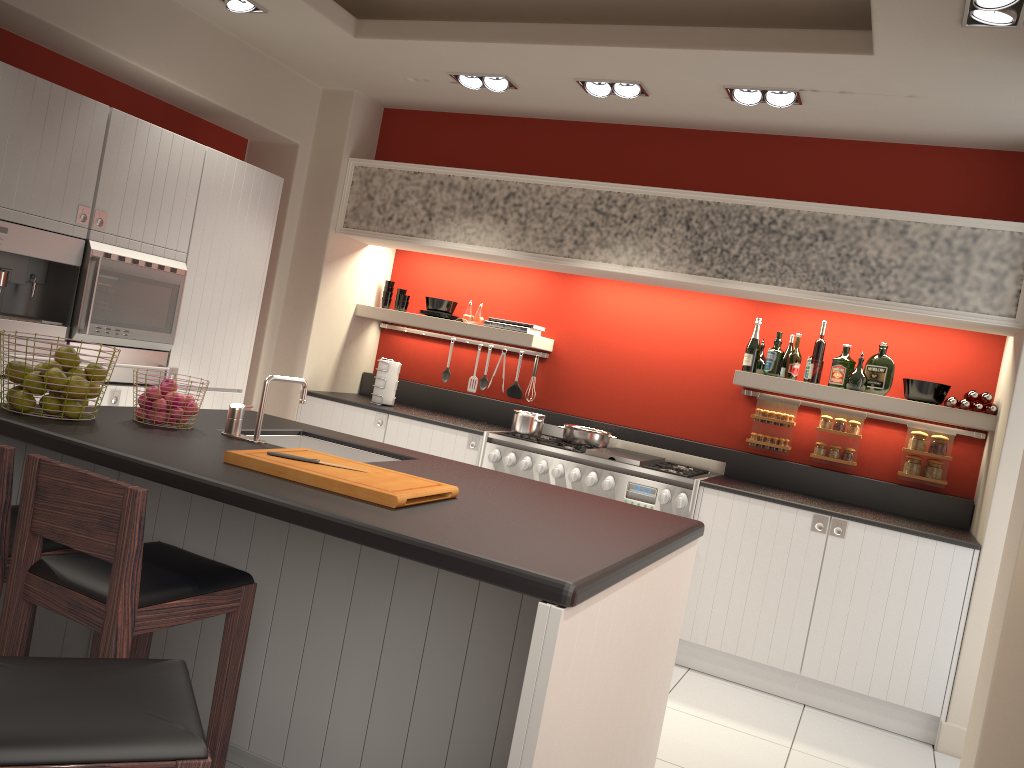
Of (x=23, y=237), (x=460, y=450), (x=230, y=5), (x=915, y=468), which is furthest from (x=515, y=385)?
(x=23, y=237)

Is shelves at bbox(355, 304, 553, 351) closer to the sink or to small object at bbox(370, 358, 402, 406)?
small object at bbox(370, 358, 402, 406)

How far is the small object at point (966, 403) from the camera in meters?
4.6

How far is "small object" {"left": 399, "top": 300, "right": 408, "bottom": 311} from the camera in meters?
6.2

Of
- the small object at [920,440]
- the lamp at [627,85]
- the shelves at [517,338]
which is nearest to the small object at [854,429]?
the small object at [920,440]

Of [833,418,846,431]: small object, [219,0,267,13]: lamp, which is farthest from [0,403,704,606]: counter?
[833,418,846,431]: small object

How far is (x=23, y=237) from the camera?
3.8 meters

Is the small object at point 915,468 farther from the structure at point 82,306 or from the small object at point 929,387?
the structure at point 82,306

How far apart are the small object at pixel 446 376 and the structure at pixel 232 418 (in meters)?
3.17

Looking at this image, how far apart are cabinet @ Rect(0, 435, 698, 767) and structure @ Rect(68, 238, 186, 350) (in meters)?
1.16
